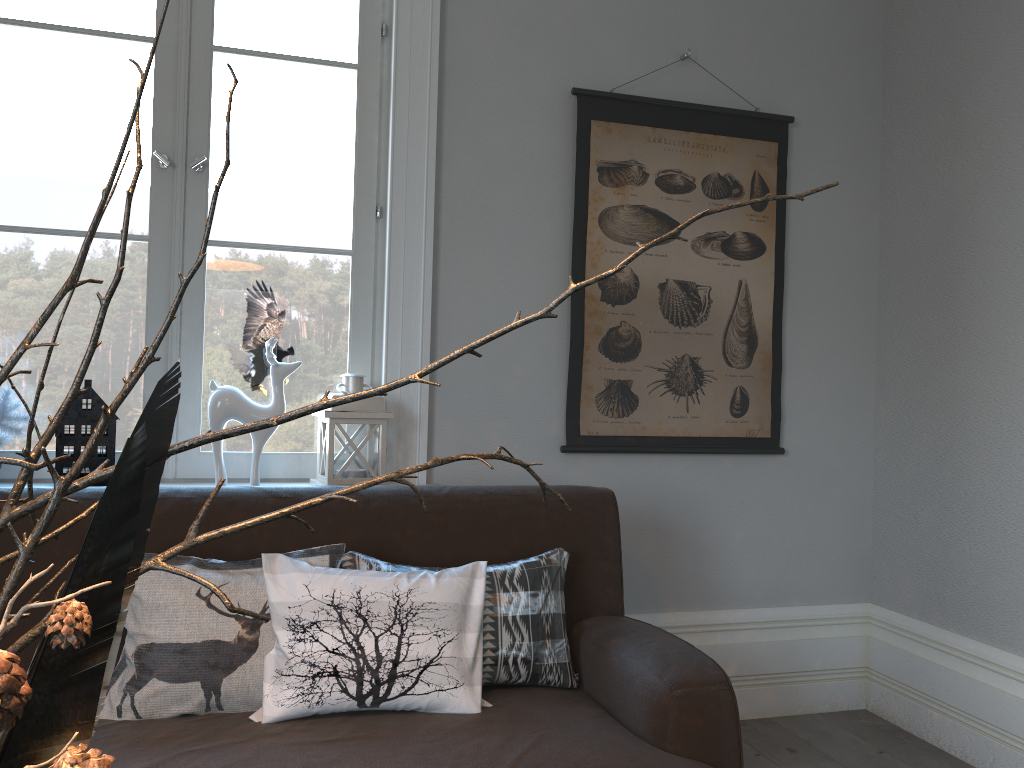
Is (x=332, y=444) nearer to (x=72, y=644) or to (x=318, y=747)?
(x=318, y=747)

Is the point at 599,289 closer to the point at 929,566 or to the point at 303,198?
the point at 303,198

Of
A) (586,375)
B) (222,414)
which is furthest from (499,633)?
(586,375)

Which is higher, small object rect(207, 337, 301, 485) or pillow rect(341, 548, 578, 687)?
small object rect(207, 337, 301, 485)

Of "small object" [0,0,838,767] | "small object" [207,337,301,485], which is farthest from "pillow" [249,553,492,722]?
"small object" [0,0,838,767]

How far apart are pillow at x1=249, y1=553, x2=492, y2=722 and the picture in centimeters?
93cm

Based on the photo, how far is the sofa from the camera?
1.52m

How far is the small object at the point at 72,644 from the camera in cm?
43

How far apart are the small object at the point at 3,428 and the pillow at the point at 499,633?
1.0 meters

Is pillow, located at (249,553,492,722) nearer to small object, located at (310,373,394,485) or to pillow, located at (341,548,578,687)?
pillow, located at (341,548,578,687)
